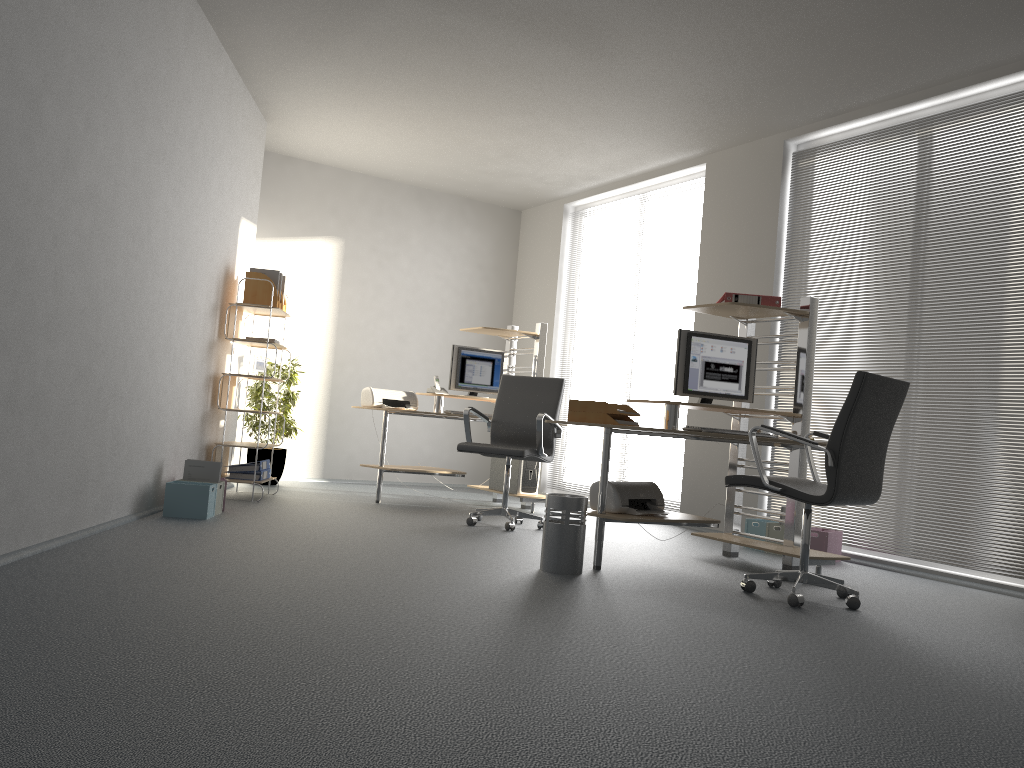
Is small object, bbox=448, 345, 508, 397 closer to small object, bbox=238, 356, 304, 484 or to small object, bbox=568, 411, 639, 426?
small object, bbox=238, 356, 304, 484

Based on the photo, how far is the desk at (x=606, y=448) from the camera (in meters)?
4.48

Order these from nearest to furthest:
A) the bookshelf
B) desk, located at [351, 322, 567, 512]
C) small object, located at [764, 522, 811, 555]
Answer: small object, located at [764, 522, 811, 555], the bookshelf, desk, located at [351, 322, 567, 512]

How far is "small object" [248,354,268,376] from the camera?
6.50m

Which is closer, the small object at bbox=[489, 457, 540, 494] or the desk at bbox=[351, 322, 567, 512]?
the desk at bbox=[351, 322, 567, 512]

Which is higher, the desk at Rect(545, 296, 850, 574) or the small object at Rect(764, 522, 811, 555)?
the desk at Rect(545, 296, 850, 574)

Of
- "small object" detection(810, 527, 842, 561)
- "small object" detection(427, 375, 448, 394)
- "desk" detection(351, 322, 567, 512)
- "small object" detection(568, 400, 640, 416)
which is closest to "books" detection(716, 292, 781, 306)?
"small object" detection(568, 400, 640, 416)

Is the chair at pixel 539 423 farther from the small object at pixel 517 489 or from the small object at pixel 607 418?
the small object at pixel 607 418

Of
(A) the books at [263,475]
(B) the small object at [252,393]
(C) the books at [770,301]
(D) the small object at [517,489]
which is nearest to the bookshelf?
(A) the books at [263,475]

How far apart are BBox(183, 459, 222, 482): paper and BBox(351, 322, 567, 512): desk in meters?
1.6 m
